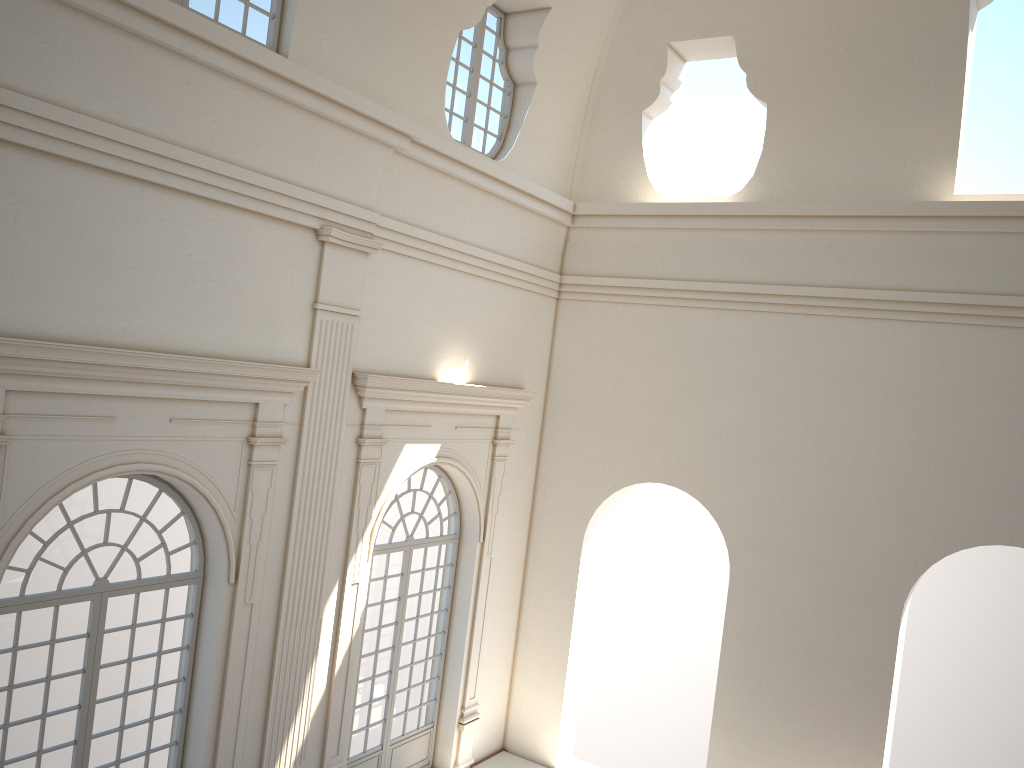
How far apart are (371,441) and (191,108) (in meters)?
3.99

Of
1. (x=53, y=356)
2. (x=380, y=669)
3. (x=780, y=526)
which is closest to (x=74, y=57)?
(x=53, y=356)
